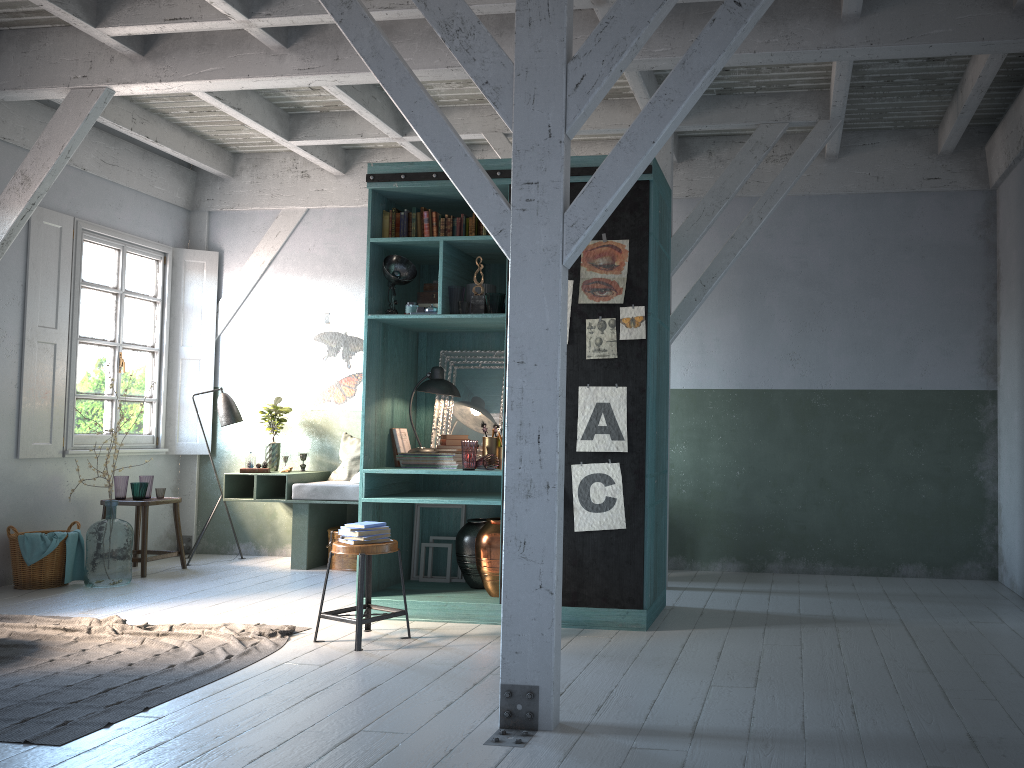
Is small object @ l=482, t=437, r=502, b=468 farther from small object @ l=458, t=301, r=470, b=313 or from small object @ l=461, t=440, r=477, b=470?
small object @ l=458, t=301, r=470, b=313

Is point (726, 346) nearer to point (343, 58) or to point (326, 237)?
point (343, 58)

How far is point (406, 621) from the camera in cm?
593

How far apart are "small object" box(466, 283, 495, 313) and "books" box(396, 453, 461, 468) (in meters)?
1.27

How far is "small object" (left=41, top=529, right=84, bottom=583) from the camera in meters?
8.1

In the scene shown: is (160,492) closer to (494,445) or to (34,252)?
(34,252)

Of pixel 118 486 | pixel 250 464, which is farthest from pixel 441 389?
pixel 118 486

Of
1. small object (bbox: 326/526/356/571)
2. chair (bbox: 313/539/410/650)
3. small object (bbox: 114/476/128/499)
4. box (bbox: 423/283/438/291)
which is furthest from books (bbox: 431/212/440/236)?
small object (bbox: 114/476/128/499)

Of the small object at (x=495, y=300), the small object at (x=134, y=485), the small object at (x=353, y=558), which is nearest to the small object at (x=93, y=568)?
the small object at (x=134, y=485)

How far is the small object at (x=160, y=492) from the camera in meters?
9.0 m
